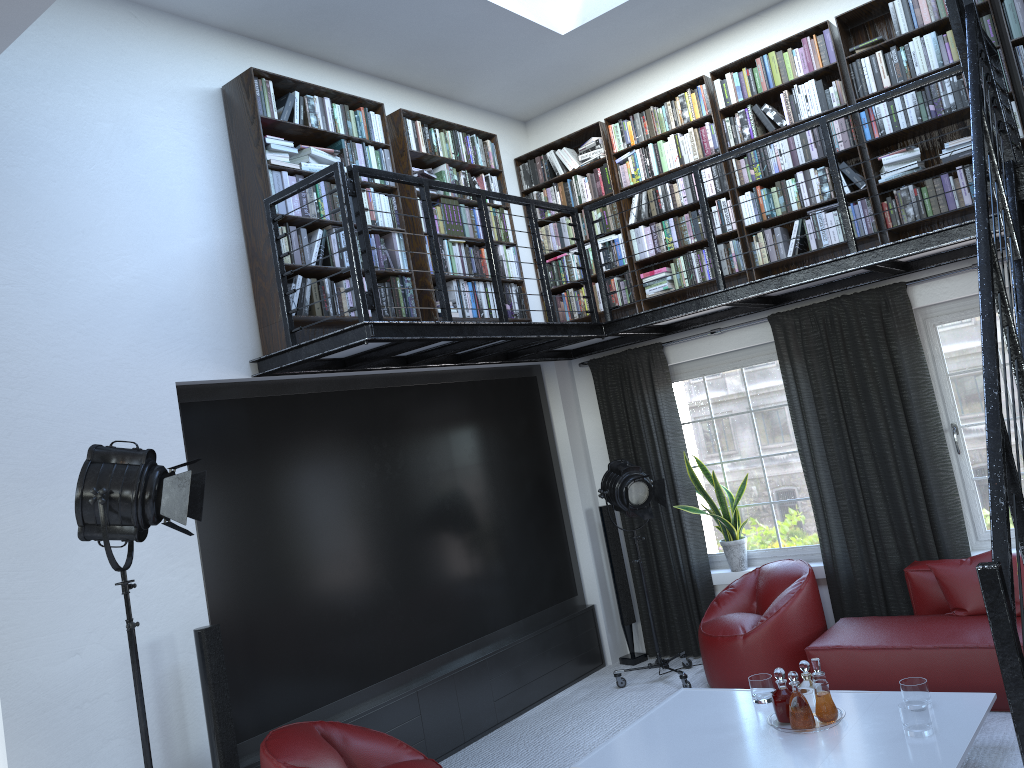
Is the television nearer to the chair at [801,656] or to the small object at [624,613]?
the small object at [624,613]

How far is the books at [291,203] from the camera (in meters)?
4.99

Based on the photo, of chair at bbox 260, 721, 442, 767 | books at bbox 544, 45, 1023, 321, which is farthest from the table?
books at bbox 544, 45, 1023, 321

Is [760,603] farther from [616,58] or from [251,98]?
[251,98]

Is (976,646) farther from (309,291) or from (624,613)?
(309,291)

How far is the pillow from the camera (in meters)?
5.08

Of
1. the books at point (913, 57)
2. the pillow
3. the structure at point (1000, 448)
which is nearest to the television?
the structure at point (1000, 448)

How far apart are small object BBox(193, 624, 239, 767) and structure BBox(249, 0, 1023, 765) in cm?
136

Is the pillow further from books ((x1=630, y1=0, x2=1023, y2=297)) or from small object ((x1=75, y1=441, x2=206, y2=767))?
small object ((x1=75, y1=441, x2=206, y2=767))

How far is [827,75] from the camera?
5.9 meters
